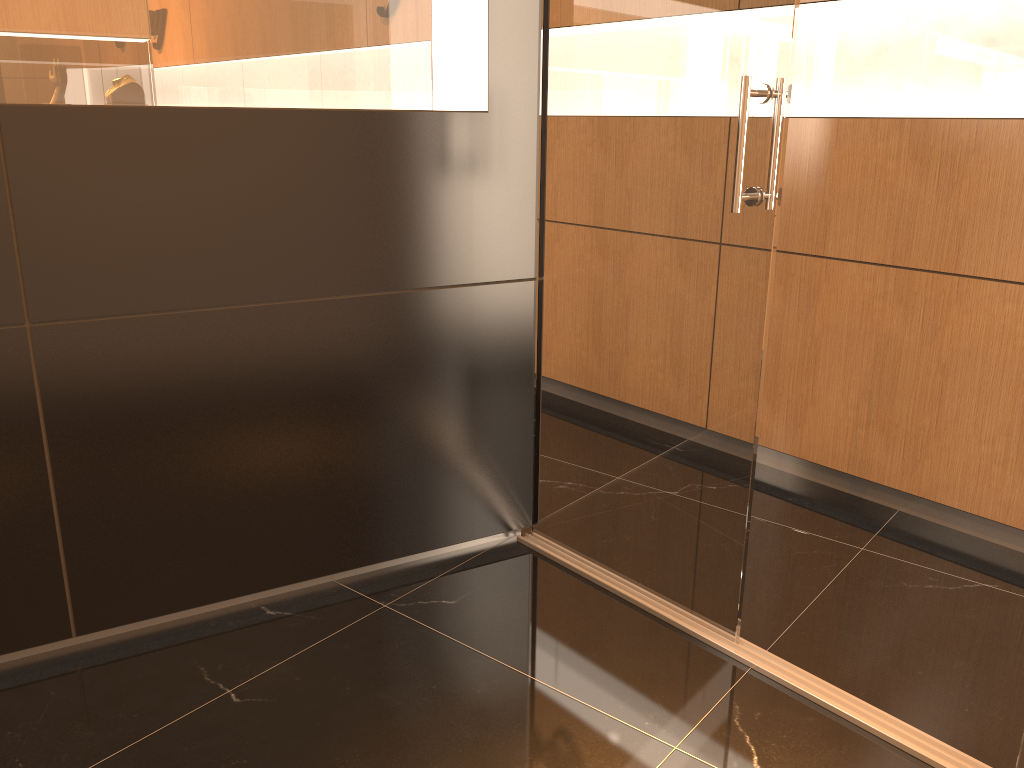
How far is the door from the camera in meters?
2.2

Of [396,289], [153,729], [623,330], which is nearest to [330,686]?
[153,729]

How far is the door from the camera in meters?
2.2

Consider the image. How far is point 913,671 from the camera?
2.4 meters
